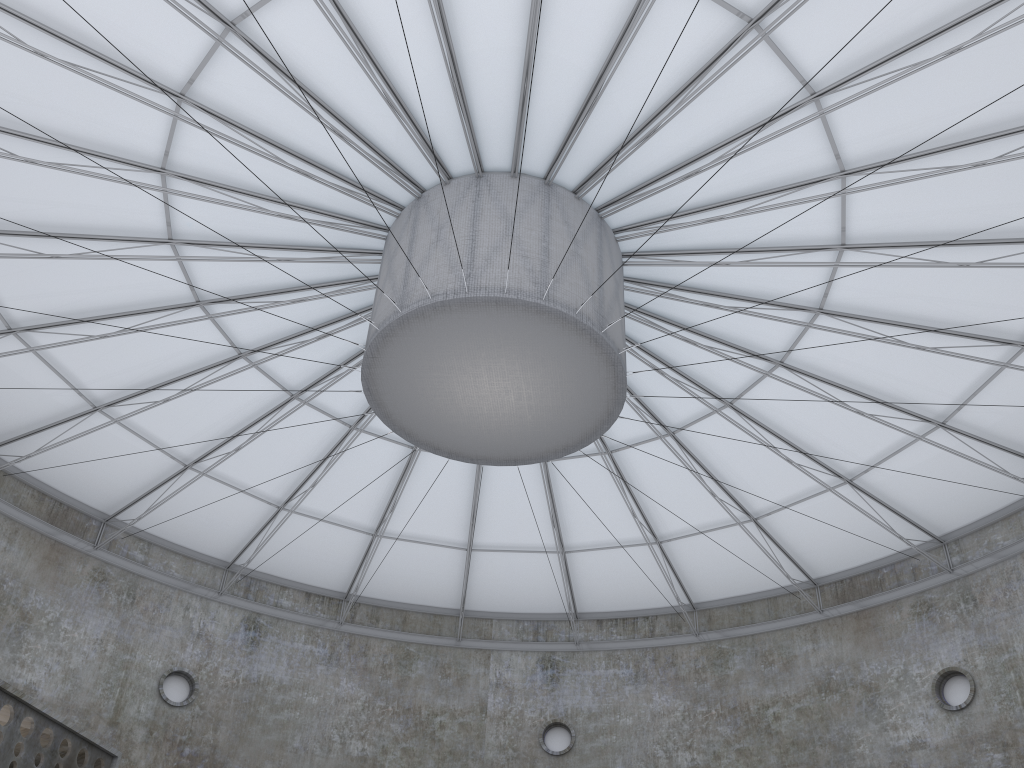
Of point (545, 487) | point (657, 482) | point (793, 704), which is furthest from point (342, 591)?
point (793, 704)
